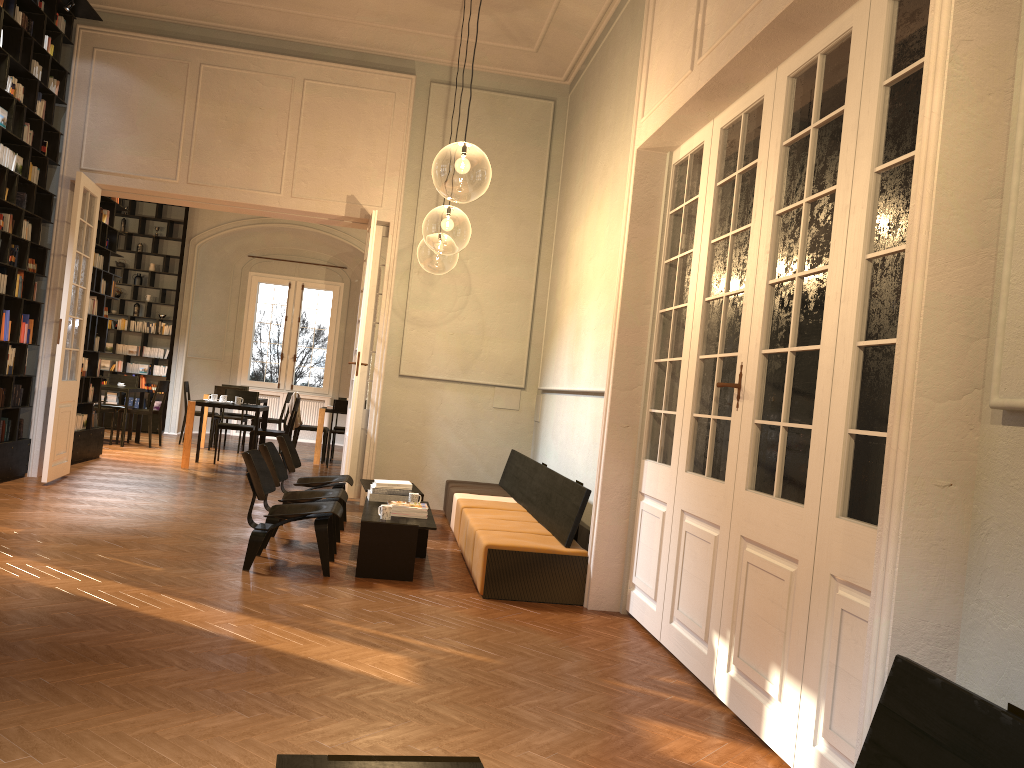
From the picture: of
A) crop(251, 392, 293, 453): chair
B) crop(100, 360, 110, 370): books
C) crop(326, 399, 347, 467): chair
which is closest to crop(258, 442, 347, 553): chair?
crop(326, 399, 347, 467): chair

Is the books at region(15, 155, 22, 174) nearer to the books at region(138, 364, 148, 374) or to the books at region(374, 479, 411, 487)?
the books at region(374, 479, 411, 487)

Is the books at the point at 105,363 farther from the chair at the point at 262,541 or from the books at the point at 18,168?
the chair at the point at 262,541

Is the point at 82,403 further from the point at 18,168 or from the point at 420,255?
the point at 420,255

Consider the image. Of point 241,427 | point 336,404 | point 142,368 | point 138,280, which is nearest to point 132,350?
point 142,368

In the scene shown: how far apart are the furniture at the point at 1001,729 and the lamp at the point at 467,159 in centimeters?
567cm

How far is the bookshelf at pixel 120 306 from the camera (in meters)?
16.53

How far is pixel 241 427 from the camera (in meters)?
12.64

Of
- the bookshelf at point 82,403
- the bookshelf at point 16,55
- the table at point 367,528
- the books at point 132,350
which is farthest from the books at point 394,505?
the books at point 132,350

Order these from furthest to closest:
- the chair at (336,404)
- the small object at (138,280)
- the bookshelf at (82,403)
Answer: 1. the small object at (138,280)
2. the chair at (336,404)
3. the bookshelf at (82,403)
